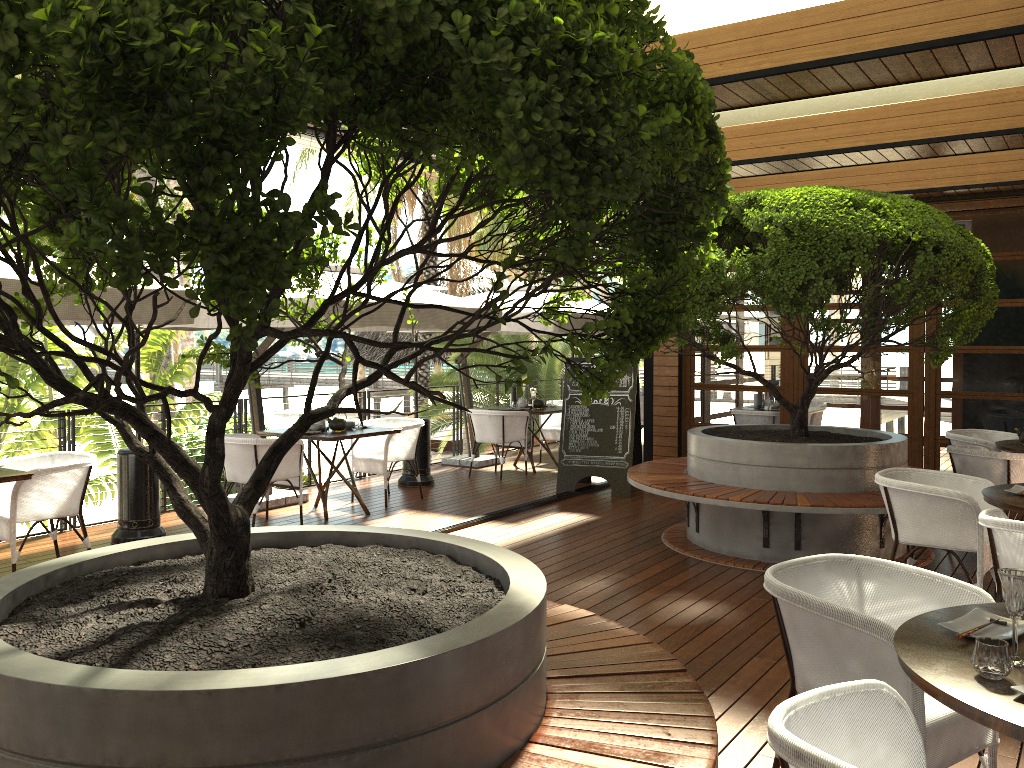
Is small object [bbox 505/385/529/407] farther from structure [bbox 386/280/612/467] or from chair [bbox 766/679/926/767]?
chair [bbox 766/679/926/767]

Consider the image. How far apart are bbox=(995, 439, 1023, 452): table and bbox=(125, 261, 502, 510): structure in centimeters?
430cm

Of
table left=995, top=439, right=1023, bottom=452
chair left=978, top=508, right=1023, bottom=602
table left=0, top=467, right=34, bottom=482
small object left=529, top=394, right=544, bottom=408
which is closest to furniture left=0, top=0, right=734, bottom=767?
chair left=978, top=508, right=1023, bottom=602

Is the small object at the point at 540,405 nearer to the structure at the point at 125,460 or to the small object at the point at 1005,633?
the structure at the point at 125,460

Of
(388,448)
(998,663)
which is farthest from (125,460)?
(998,663)

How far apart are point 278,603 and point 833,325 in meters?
4.2 m

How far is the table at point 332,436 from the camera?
7.52m

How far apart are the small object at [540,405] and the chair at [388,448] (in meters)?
2.25

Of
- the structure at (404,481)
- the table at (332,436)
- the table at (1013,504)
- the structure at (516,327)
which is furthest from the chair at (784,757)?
the structure at (404,481)

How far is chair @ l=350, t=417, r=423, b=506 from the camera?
8.4 meters
